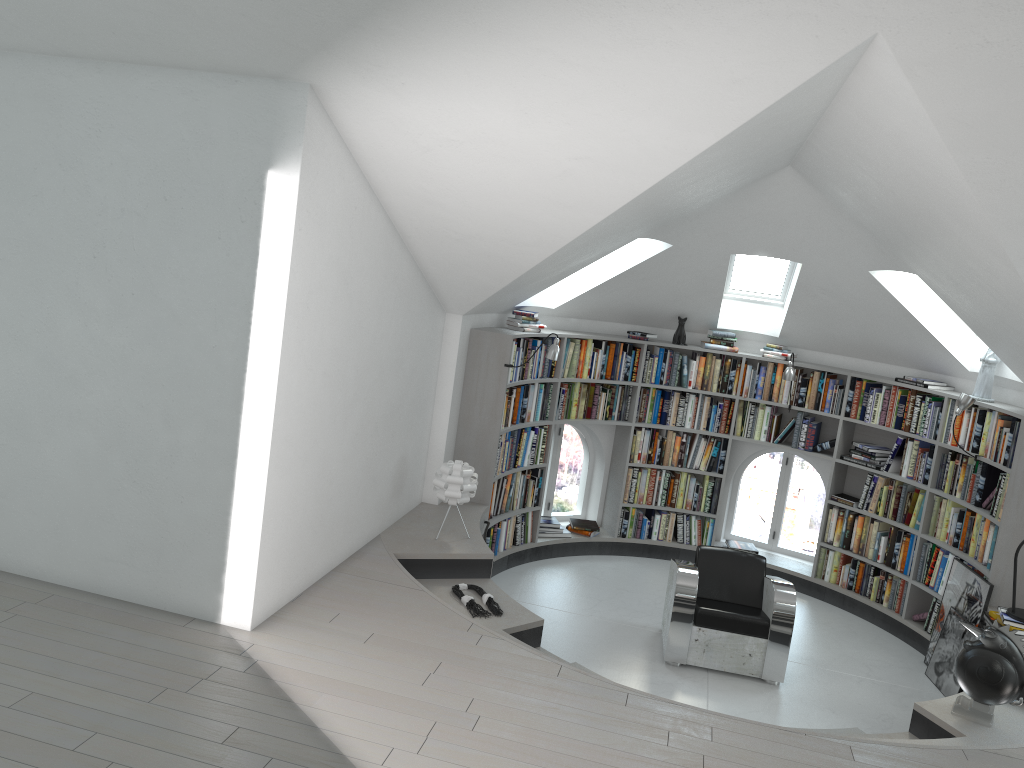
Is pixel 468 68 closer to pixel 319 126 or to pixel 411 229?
pixel 319 126

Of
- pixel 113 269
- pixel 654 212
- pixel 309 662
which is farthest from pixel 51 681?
pixel 654 212

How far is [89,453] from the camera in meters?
4.4

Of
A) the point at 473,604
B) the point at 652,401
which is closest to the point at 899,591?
the point at 652,401

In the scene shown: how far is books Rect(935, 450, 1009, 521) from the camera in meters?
6.4 m

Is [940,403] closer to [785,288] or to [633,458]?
[785,288]

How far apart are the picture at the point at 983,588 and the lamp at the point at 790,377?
2.0m

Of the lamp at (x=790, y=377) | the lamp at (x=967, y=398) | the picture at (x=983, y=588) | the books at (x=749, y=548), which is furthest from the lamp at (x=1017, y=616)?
the books at (x=749, y=548)

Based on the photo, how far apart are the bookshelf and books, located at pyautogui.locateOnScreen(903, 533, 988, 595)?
0.0 meters

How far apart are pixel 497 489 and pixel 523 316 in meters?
1.5 m
